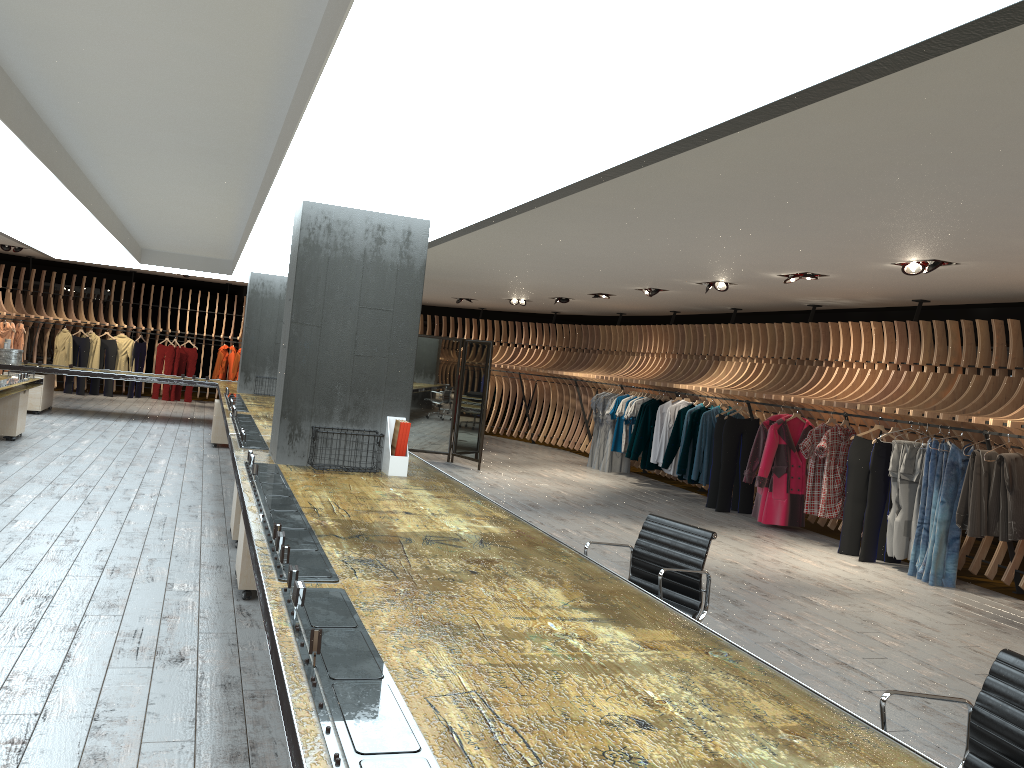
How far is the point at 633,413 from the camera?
13.6 meters

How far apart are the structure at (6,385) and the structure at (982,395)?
6.9 meters

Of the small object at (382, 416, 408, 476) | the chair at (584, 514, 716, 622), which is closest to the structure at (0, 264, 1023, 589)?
the chair at (584, 514, 716, 622)

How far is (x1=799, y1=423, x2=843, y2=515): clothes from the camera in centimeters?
962cm

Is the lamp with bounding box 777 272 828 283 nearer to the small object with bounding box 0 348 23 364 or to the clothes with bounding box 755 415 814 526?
the clothes with bounding box 755 415 814 526

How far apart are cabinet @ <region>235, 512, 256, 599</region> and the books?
1.1 meters

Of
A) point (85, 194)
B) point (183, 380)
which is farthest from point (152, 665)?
point (183, 380)

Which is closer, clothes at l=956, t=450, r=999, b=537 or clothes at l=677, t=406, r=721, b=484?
clothes at l=956, t=450, r=999, b=537

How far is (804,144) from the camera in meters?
4.2

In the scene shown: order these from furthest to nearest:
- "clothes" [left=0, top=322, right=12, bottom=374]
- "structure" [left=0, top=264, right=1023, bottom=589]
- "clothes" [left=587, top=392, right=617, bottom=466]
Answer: "clothes" [left=0, top=322, right=12, bottom=374], "clothes" [left=587, top=392, right=617, bottom=466], "structure" [left=0, top=264, right=1023, bottom=589]
